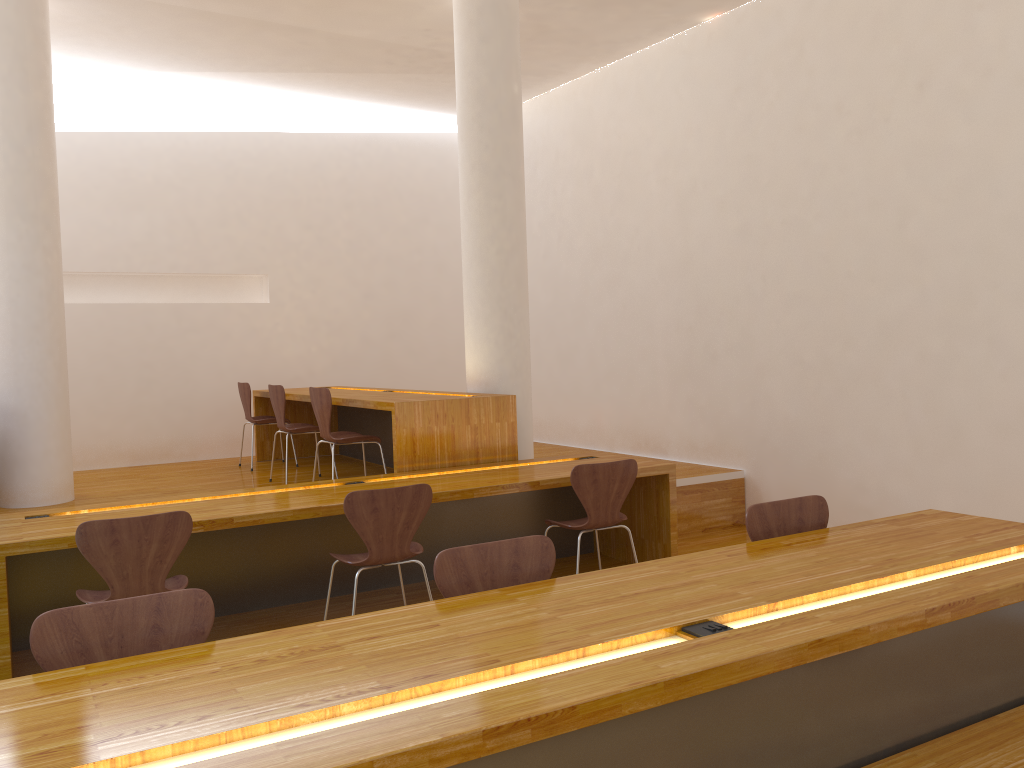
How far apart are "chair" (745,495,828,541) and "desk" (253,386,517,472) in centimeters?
230cm

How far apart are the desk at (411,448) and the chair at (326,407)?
0.17m

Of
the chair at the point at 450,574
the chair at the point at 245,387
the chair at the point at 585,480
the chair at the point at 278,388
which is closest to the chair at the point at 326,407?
the chair at the point at 278,388

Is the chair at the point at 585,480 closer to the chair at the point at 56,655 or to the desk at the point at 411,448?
the desk at the point at 411,448

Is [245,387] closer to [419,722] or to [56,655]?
[56,655]

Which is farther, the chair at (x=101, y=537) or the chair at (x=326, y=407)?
the chair at (x=326, y=407)

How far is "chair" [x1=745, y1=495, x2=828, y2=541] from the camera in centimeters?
296cm

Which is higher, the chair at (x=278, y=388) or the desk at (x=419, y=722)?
the chair at (x=278, y=388)

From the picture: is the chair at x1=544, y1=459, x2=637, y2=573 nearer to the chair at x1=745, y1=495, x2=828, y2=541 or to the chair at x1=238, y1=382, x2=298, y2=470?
the chair at x1=745, y1=495, x2=828, y2=541

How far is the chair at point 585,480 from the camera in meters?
4.2 m
